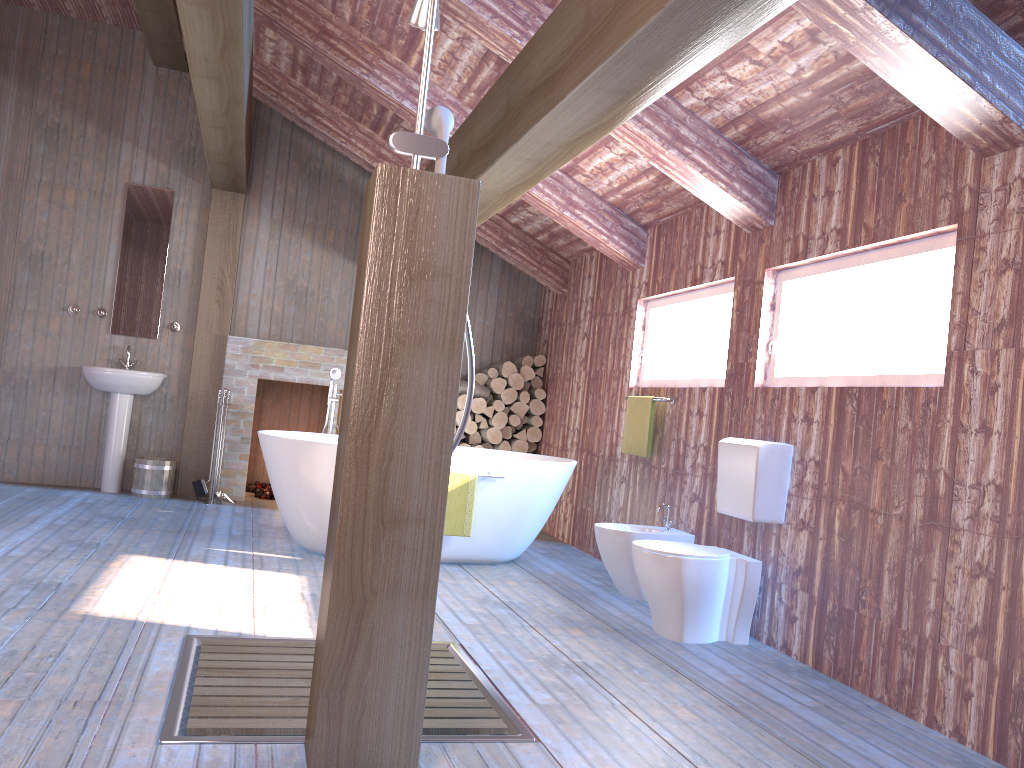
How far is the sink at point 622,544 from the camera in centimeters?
461cm

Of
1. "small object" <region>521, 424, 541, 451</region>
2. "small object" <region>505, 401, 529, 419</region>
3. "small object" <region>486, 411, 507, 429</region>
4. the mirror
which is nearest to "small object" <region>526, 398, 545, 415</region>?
"small object" <region>505, 401, 529, 419</region>

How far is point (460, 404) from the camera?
7.27m

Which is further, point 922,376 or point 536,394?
point 536,394

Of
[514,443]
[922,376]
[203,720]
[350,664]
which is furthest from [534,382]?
[350,664]

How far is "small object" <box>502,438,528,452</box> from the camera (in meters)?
7.41

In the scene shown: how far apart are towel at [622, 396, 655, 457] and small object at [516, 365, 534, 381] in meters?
2.0

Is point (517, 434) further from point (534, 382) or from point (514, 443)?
point (534, 382)

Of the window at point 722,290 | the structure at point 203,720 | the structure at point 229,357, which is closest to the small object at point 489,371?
the structure at point 229,357

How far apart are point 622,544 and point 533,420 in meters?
2.9 m
